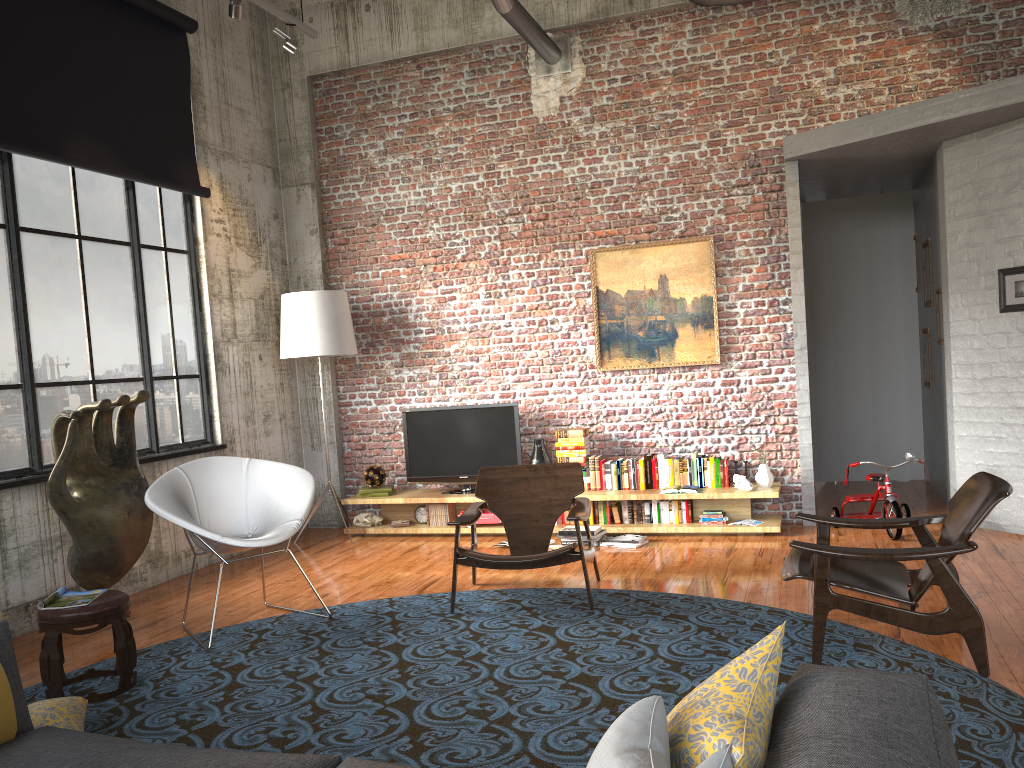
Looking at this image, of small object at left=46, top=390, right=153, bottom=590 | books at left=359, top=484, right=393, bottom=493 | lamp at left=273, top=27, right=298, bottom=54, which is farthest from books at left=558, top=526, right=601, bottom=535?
lamp at left=273, top=27, right=298, bottom=54

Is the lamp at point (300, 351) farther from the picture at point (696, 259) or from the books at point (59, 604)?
the books at point (59, 604)

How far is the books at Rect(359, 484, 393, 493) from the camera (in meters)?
8.11

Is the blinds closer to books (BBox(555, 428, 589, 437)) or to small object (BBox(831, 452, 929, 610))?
books (BBox(555, 428, 589, 437))

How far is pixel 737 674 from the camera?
1.71m

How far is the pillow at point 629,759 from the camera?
1.4m

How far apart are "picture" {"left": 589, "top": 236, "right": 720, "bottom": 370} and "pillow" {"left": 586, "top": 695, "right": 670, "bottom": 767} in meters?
6.1 m

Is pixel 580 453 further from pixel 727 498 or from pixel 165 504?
pixel 165 504

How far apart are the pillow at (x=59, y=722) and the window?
2.4m

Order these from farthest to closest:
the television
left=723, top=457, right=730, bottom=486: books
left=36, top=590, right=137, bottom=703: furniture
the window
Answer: the television → left=723, top=457, right=730, bottom=486: books → the window → left=36, top=590, right=137, bottom=703: furniture
